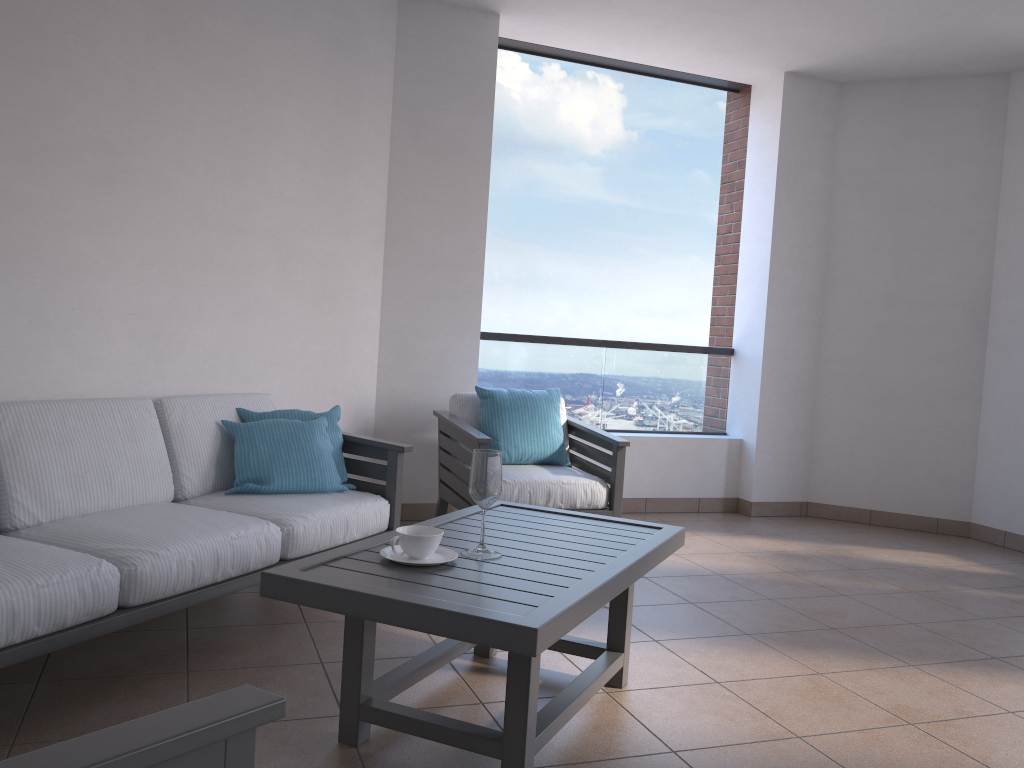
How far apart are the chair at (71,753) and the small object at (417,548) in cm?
114

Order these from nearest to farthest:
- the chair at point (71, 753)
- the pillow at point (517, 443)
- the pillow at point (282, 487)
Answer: the chair at point (71, 753), the pillow at point (282, 487), the pillow at point (517, 443)

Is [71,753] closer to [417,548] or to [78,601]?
[417,548]

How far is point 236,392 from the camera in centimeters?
392cm

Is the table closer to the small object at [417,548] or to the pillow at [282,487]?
the small object at [417,548]

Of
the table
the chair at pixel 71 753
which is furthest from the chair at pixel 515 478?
the chair at pixel 71 753

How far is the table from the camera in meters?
1.9 m

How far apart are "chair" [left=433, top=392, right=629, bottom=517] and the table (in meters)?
0.99

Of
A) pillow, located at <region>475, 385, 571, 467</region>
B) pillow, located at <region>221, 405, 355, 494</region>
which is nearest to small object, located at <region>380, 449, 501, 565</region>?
pillow, located at <region>221, 405, 355, 494</region>

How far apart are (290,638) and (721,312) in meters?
4.2
